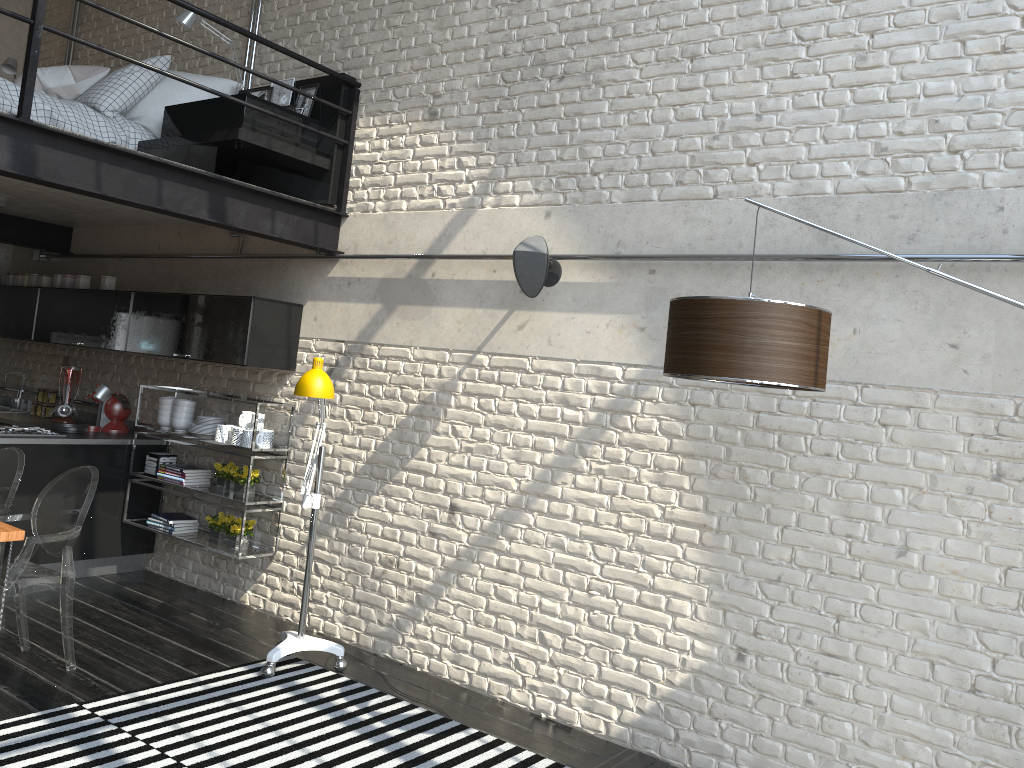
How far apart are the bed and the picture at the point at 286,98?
0.07m

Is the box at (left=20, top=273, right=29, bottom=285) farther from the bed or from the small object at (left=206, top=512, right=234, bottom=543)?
the small object at (left=206, top=512, right=234, bottom=543)

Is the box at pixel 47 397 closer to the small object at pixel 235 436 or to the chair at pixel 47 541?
the small object at pixel 235 436

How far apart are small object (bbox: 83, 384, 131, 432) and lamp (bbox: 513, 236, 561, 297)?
3.57m

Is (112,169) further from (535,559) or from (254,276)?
(535,559)

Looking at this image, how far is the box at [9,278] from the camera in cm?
720

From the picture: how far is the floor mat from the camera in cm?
350

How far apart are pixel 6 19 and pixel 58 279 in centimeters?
297cm

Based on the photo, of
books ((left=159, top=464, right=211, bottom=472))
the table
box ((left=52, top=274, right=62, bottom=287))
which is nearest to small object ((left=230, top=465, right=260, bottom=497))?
books ((left=159, top=464, right=211, bottom=472))

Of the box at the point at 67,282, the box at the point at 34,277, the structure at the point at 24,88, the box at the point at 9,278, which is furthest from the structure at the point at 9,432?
the structure at the point at 24,88
